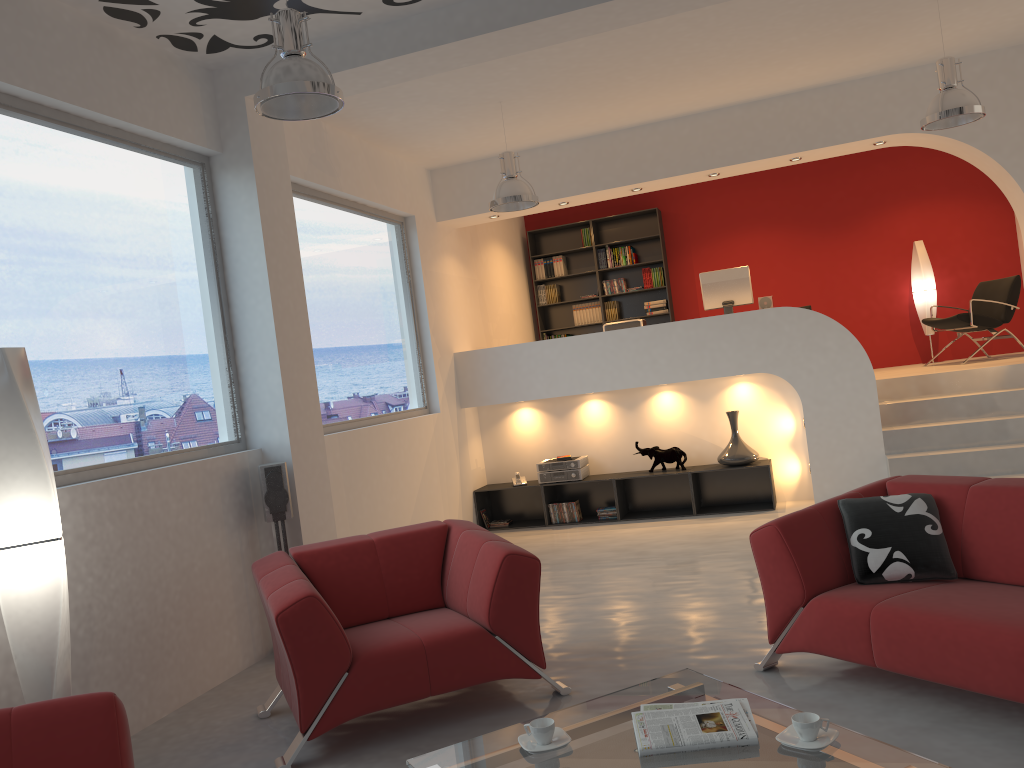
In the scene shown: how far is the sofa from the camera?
3.0m

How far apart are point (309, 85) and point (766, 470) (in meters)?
5.78

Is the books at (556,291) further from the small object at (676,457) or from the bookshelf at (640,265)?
the small object at (676,457)

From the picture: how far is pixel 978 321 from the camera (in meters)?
8.60

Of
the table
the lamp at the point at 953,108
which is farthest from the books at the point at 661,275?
the table

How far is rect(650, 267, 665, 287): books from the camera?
10.6 meters

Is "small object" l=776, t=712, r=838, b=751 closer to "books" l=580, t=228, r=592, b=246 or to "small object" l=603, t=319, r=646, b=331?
"small object" l=603, t=319, r=646, b=331

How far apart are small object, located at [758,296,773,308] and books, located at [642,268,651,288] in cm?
256

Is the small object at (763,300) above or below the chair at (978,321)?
above

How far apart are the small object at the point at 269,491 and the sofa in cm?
264
